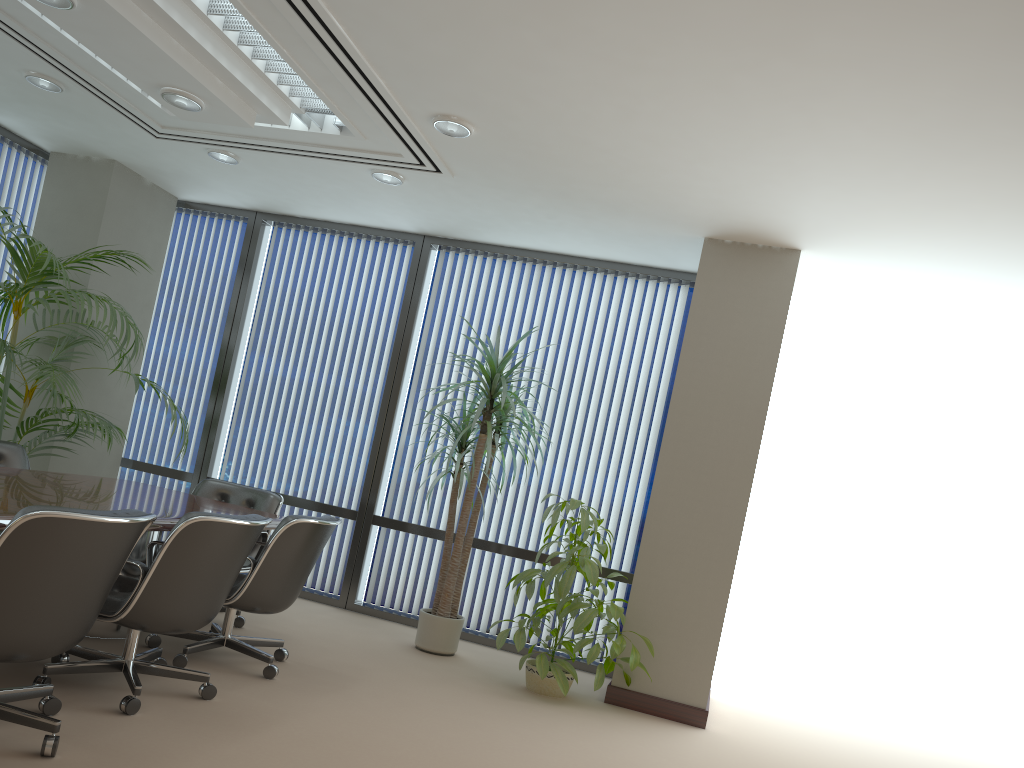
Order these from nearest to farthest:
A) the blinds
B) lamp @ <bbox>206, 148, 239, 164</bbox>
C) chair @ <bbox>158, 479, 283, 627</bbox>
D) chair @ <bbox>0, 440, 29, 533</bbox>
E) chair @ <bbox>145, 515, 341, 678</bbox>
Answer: chair @ <bbox>145, 515, 341, 678</bbox>, chair @ <bbox>0, 440, 29, 533</bbox>, chair @ <bbox>158, 479, 283, 627</bbox>, lamp @ <bbox>206, 148, 239, 164</bbox>, the blinds

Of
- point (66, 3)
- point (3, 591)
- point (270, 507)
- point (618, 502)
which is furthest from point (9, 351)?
point (618, 502)

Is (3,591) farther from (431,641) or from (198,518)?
(431,641)

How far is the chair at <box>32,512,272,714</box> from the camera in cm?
348

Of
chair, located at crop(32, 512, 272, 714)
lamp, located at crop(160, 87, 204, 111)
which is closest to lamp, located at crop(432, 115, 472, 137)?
lamp, located at crop(160, 87, 204, 111)

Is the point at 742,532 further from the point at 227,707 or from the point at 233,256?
the point at 233,256

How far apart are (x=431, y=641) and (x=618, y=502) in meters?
1.7

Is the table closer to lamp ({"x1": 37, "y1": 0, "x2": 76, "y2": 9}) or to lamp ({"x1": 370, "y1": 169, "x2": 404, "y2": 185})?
lamp ({"x1": 37, "y1": 0, "x2": 76, "y2": 9})

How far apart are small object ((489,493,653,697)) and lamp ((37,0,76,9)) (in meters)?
3.63

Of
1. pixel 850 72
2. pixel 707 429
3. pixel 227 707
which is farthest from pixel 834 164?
pixel 227 707
